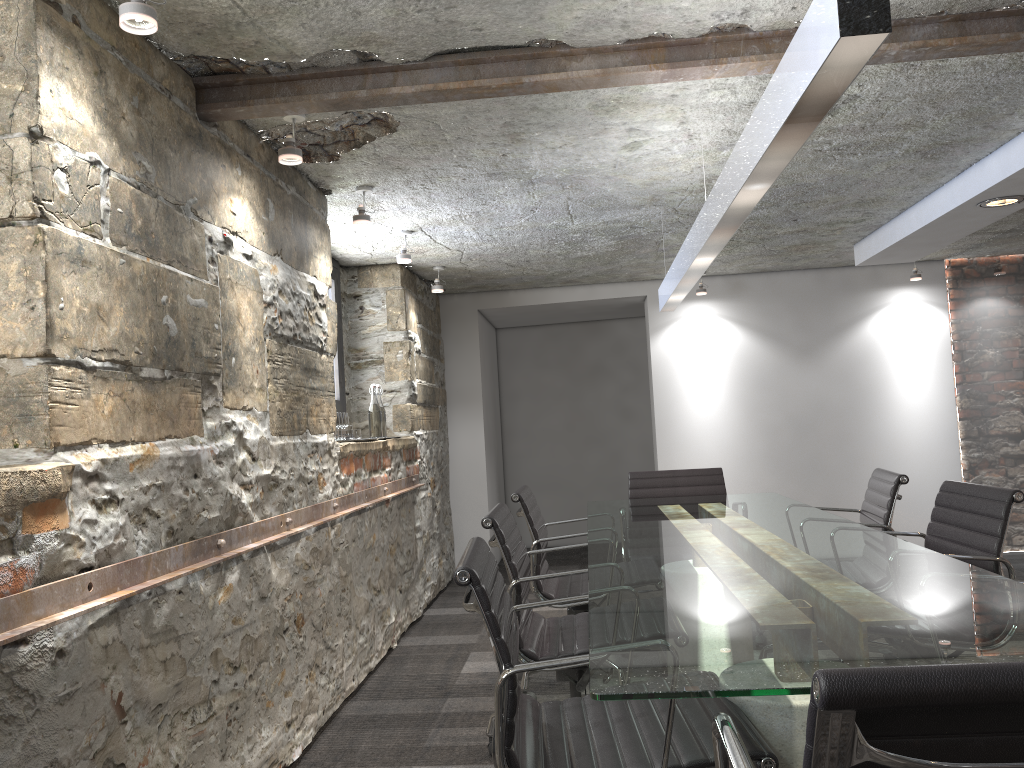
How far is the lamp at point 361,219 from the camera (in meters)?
3.71

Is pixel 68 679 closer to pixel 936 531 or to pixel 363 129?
pixel 363 129

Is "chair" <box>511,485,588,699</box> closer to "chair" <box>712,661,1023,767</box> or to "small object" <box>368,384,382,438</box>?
"small object" <box>368,384,382,438</box>

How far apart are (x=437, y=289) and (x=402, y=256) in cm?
104

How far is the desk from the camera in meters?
1.4 m

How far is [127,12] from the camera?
1.8 meters

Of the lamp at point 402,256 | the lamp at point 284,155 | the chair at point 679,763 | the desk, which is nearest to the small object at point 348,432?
the lamp at point 402,256

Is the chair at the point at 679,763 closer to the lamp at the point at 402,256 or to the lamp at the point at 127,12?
the lamp at the point at 127,12

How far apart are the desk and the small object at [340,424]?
1.21m

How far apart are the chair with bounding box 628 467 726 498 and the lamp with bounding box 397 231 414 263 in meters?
1.6
